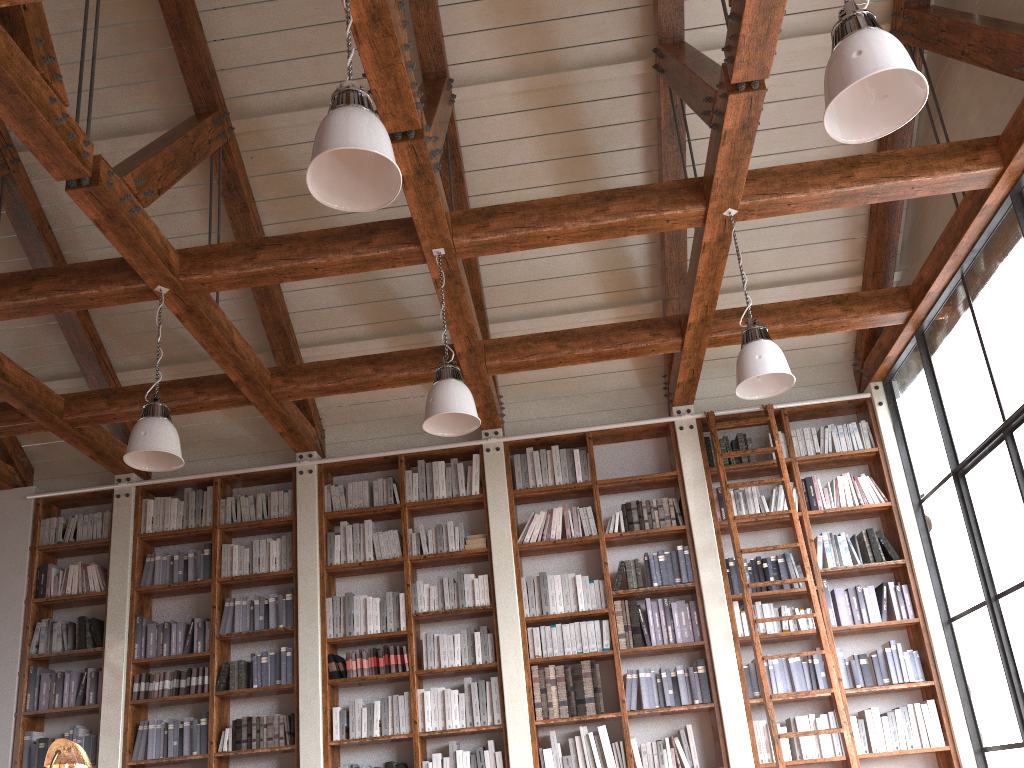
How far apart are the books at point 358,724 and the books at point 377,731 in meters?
0.1 m

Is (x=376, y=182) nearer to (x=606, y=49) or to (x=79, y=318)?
(x=606, y=49)

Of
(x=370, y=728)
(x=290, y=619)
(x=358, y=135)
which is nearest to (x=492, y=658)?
(x=370, y=728)

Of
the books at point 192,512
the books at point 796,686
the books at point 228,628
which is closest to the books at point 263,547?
the books at point 228,628

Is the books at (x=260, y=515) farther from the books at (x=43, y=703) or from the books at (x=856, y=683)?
the books at (x=856, y=683)

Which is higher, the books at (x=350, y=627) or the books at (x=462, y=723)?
the books at (x=350, y=627)

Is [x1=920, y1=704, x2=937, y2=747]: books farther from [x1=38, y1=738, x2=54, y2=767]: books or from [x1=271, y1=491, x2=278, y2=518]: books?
[x1=38, y1=738, x2=54, y2=767]: books

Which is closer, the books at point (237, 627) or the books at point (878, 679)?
the books at point (878, 679)

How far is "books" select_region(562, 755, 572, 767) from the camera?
5.8 meters

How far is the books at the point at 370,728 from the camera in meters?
6.1
